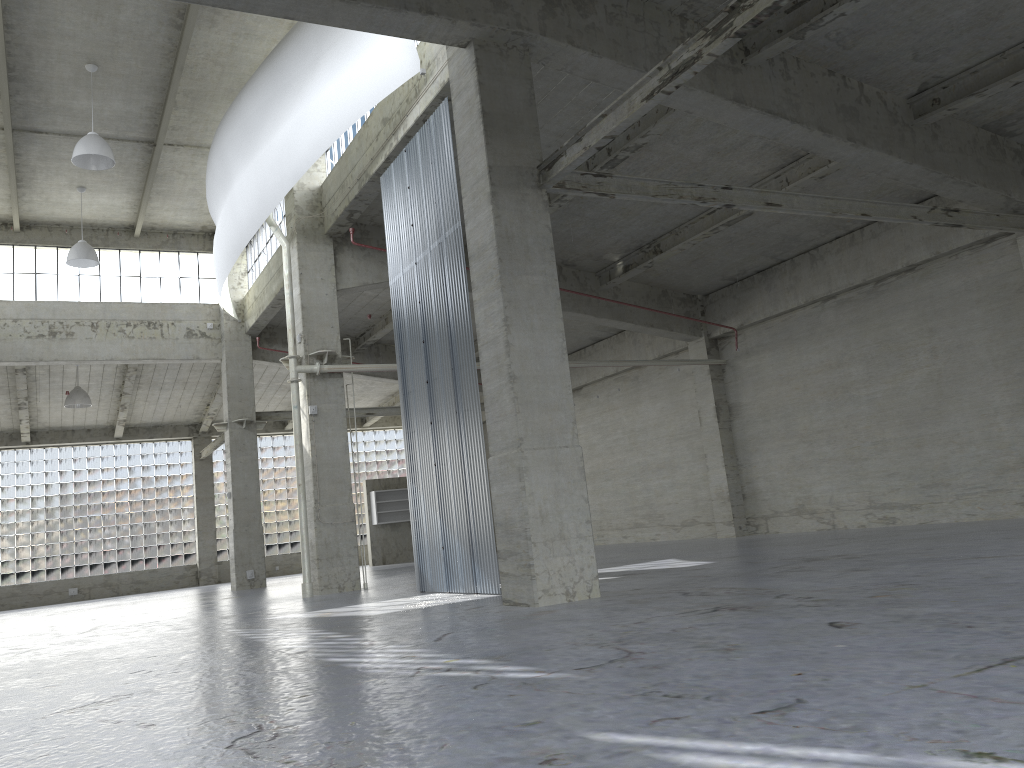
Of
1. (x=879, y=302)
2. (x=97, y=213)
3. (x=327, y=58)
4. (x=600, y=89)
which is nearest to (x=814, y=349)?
(x=879, y=302)

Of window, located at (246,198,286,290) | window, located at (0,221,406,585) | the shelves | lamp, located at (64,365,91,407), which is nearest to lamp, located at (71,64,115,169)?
window, located at (246,198,286,290)

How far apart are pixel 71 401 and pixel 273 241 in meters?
12.7

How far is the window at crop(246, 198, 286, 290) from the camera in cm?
3412

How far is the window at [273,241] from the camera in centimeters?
3412cm

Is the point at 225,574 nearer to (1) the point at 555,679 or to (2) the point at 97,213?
(2) the point at 97,213

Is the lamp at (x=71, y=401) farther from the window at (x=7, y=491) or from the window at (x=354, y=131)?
the window at (x=354, y=131)

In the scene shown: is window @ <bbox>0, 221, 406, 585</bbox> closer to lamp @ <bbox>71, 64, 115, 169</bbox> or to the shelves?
the shelves

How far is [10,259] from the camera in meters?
35.3

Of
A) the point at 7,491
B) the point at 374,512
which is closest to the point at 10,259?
the point at 7,491
